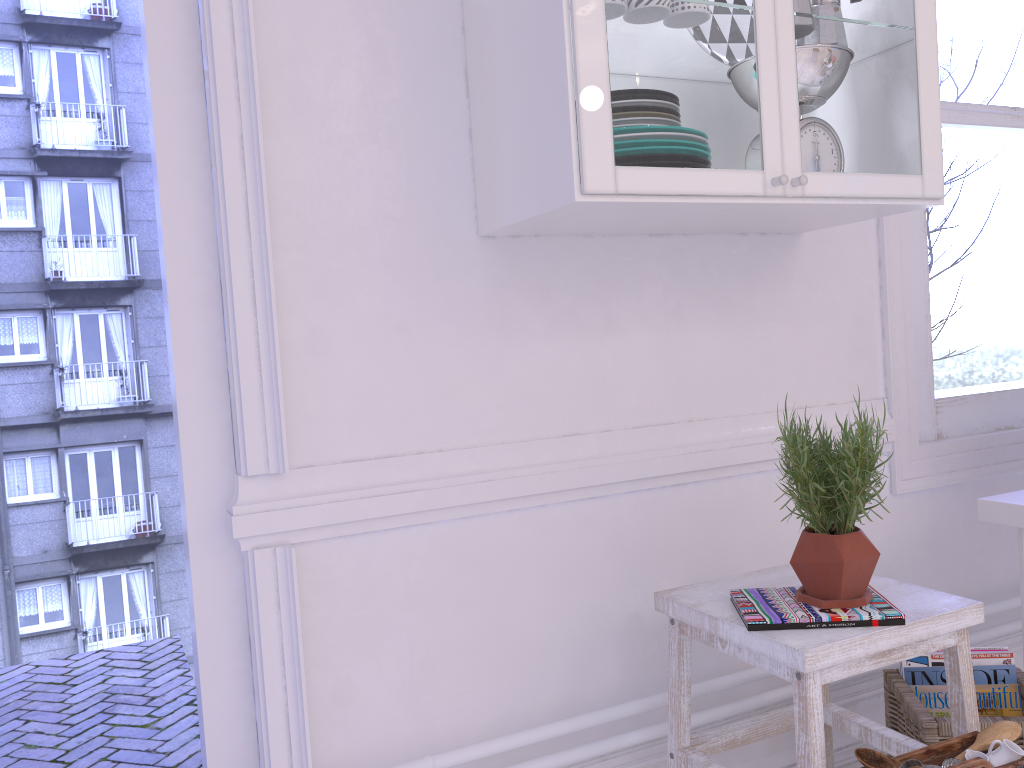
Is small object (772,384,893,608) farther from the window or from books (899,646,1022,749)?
the window

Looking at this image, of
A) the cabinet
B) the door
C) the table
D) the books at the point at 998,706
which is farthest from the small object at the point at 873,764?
the door

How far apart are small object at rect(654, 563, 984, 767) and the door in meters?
0.8 m

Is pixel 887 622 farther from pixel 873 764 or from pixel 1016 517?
pixel 1016 517

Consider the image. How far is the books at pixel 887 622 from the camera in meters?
1.4 m

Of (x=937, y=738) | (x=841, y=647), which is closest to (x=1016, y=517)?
(x=937, y=738)

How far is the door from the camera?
→ 1.5 meters

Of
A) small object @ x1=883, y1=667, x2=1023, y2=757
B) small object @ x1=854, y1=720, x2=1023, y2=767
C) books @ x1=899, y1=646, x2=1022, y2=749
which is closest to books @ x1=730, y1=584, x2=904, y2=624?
small object @ x1=854, y1=720, x2=1023, y2=767

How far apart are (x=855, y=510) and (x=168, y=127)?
1.3m

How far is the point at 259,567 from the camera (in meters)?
1.53
